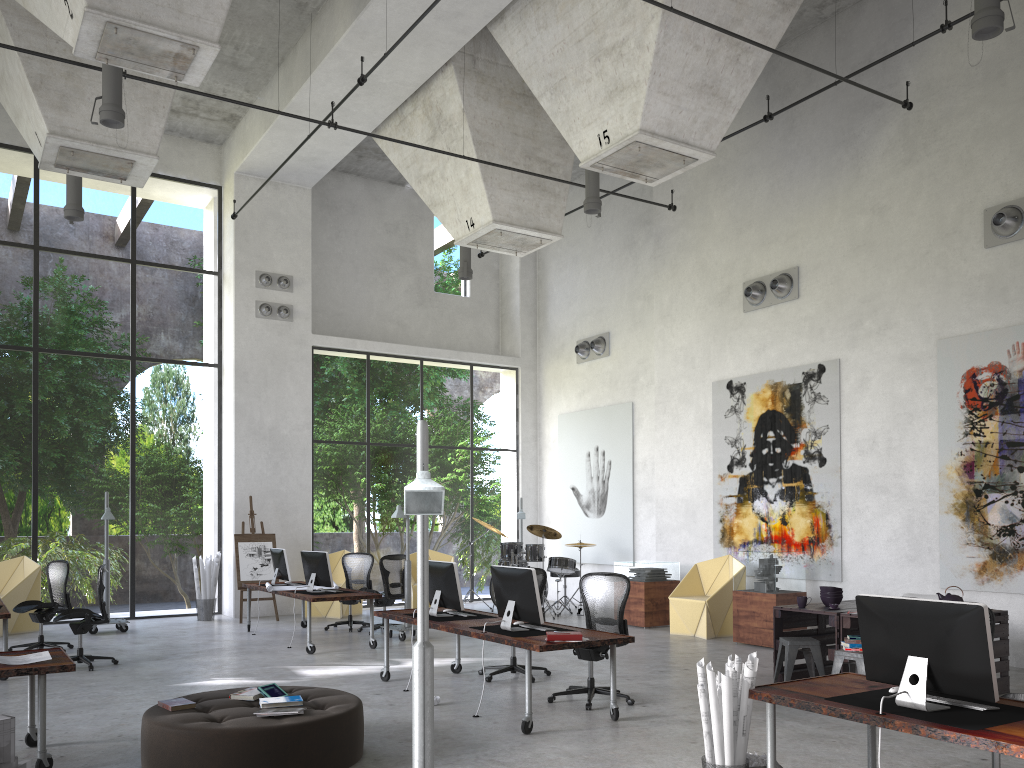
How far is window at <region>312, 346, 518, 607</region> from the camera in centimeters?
3130cm

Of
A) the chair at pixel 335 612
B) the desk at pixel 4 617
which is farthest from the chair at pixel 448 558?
the desk at pixel 4 617

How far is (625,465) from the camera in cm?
1625

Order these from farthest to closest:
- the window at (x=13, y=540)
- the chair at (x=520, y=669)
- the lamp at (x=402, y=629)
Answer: the window at (x=13, y=540) < the lamp at (x=402, y=629) < the chair at (x=520, y=669)

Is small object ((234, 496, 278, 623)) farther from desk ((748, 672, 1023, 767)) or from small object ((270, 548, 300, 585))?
desk ((748, 672, 1023, 767))

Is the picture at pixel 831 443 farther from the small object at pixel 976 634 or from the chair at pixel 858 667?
the small object at pixel 976 634

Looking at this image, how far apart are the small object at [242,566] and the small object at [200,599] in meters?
0.5

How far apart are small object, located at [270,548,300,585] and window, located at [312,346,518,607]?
3.4 meters

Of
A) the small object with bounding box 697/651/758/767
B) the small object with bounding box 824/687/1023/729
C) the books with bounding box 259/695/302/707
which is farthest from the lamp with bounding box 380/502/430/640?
the small object with bounding box 824/687/1023/729

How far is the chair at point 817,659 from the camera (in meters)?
8.27
